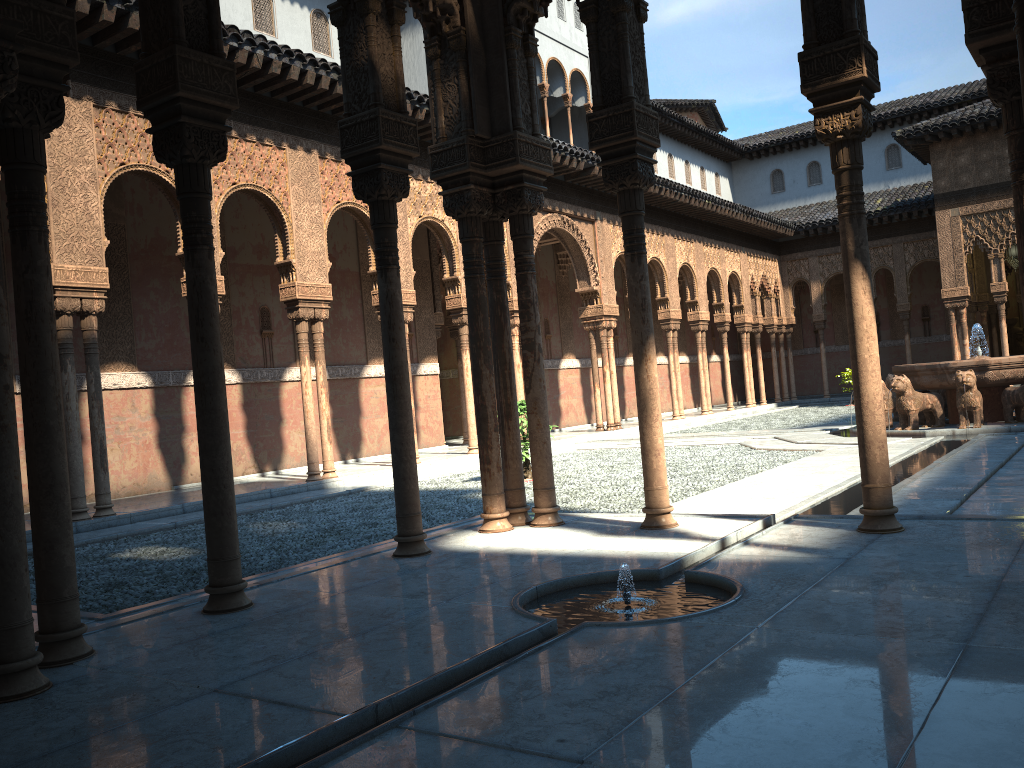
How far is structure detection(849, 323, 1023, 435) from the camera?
14.8 meters

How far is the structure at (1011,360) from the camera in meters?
14.8 m

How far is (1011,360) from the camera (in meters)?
14.85
